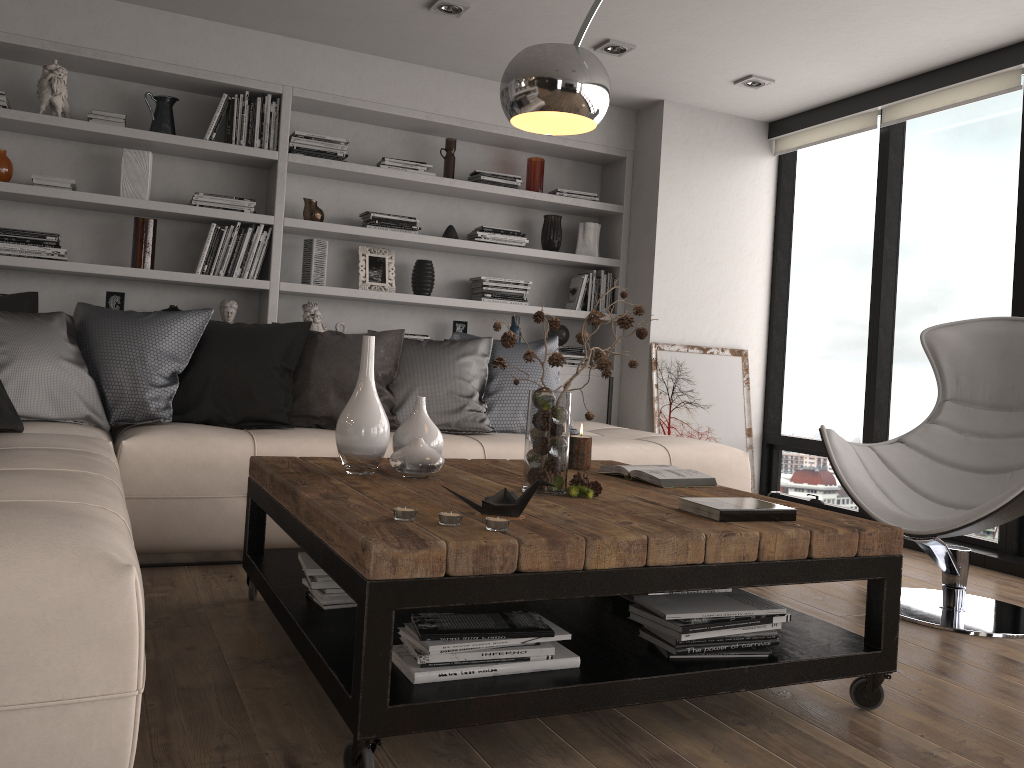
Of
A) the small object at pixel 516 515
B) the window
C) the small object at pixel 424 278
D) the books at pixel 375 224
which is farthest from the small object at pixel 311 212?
the small object at pixel 516 515

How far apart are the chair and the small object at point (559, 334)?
2.27m

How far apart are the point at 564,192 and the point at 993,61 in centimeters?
232cm

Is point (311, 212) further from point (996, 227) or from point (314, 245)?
point (996, 227)

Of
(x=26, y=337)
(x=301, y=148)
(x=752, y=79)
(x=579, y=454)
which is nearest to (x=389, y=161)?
→ (x=301, y=148)

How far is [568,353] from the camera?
5.4m

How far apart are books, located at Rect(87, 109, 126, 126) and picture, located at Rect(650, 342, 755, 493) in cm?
309

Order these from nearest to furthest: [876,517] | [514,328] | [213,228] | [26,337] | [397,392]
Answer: [876,517], [26,337], [397,392], [213,228], [514,328]

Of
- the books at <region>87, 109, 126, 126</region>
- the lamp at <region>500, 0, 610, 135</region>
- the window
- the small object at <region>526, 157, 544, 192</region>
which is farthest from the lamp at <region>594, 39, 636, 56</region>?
the books at <region>87, 109, 126, 126</region>

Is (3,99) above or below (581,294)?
above
